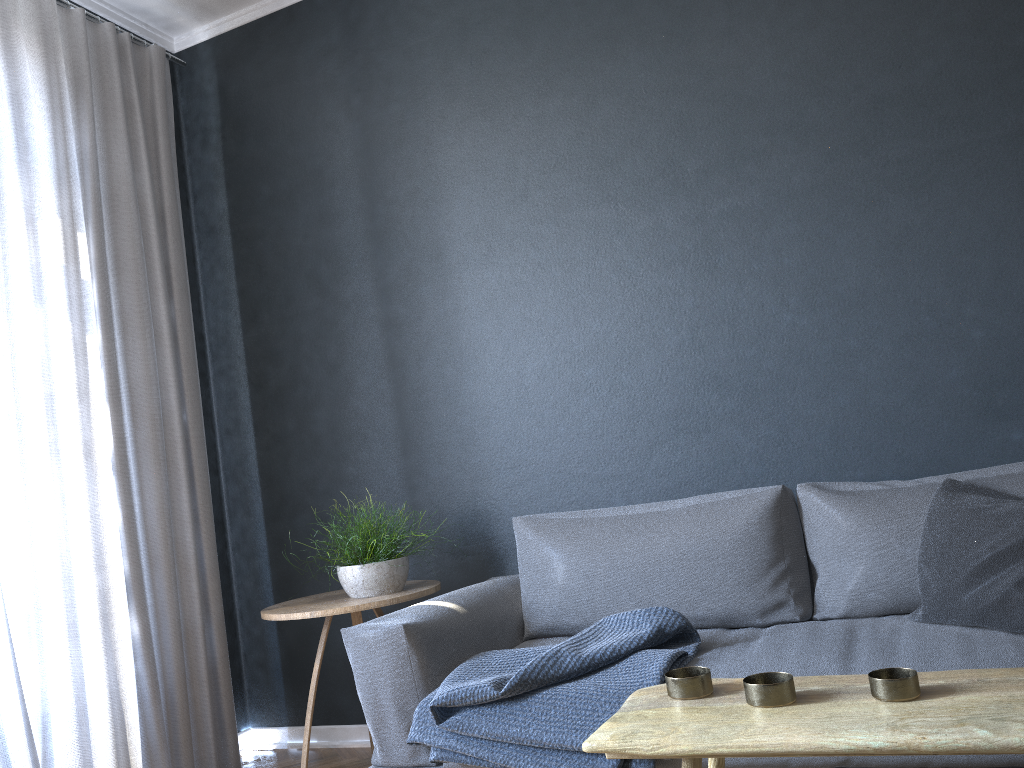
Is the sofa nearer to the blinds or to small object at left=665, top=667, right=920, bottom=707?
small object at left=665, top=667, right=920, bottom=707

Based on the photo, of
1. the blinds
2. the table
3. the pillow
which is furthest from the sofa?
the blinds

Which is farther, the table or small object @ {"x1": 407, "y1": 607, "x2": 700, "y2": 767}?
small object @ {"x1": 407, "y1": 607, "x2": 700, "y2": 767}

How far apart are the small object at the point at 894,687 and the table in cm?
1

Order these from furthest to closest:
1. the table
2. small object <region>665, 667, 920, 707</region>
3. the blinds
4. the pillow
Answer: the blinds
the pillow
small object <region>665, 667, 920, 707</region>
the table

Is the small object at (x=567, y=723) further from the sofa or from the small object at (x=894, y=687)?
the small object at (x=894, y=687)

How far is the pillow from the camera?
1.9m

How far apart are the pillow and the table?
0.8 meters

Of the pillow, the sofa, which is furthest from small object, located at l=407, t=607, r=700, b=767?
the pillow

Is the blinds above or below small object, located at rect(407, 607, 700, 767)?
above
